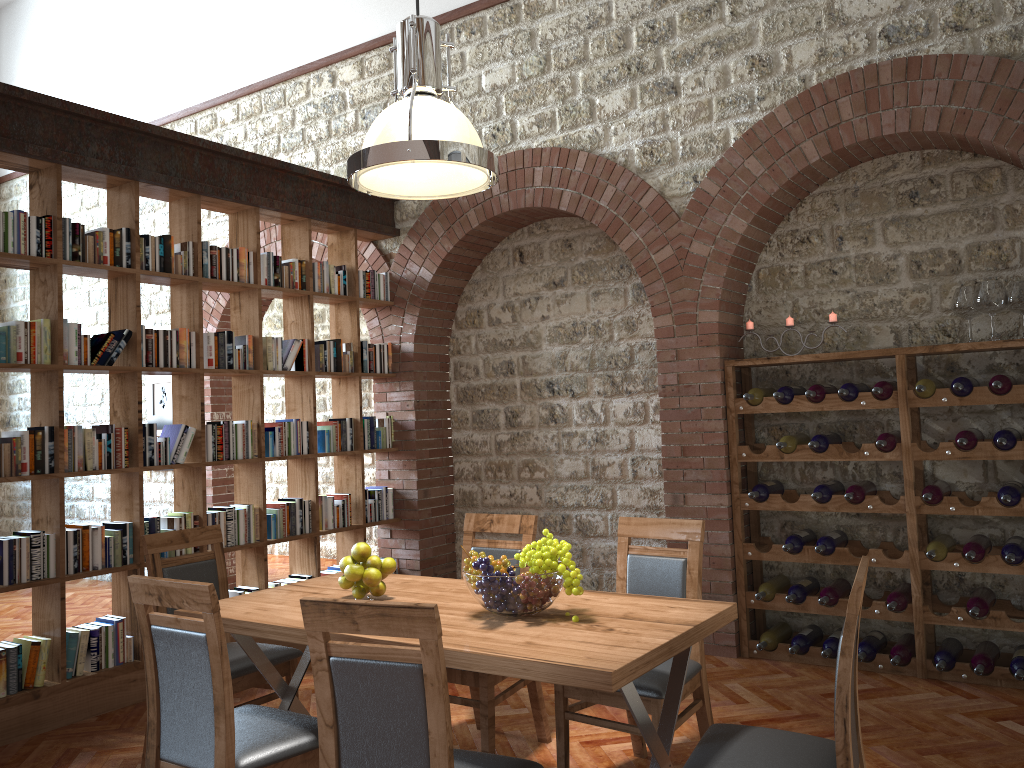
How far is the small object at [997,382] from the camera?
4.3 meters

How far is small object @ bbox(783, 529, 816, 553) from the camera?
4.9 meters

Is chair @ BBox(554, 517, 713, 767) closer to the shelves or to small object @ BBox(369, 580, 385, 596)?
small object @ BBox(369, 580, 385, 596)

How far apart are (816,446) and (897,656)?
1.1 meters

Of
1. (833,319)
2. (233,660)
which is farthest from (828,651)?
(233,660)

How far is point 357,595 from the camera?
3.23m

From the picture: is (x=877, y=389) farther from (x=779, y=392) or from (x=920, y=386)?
(x=779, y=392)

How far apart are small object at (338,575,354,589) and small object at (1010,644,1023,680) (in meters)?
3.23

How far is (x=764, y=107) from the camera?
5.06m

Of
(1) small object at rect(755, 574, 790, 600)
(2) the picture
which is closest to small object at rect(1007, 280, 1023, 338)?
(1) small object at rect(755, 574, 790, 600)
